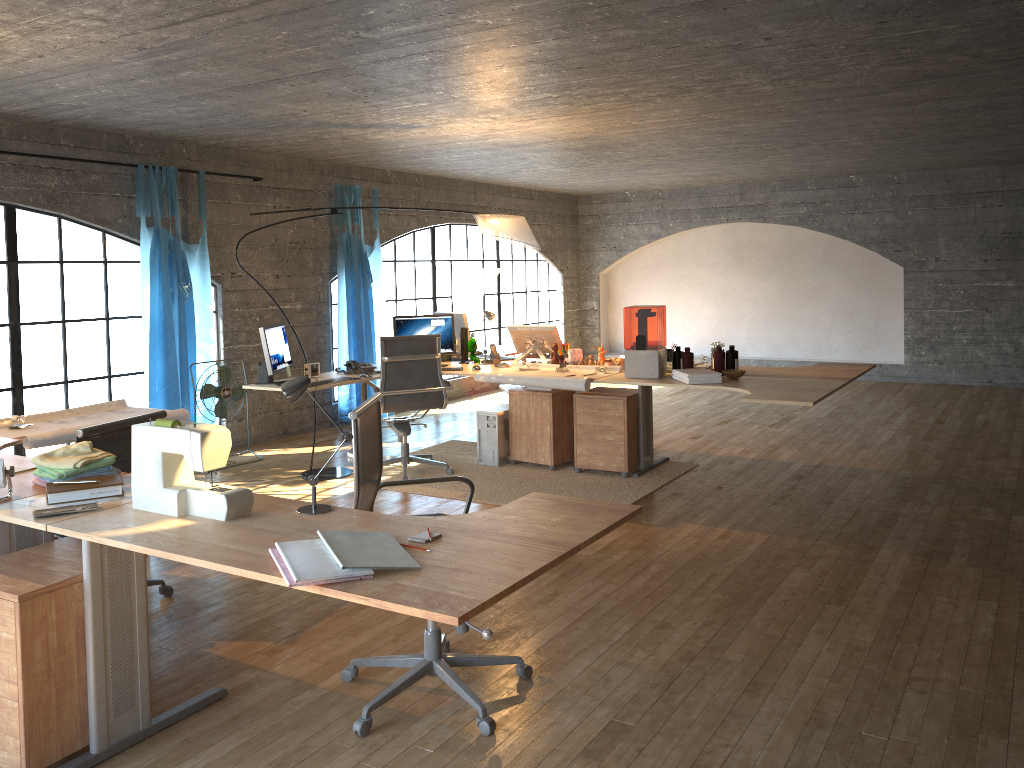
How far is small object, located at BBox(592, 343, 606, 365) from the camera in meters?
→ 6.2 m

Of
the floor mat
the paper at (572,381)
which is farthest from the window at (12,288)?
the paper at (572,381)

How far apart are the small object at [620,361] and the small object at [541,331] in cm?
53

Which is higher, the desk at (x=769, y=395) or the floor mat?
the desk at (x=769, y=395)

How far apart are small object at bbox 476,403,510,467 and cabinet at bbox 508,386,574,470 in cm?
6

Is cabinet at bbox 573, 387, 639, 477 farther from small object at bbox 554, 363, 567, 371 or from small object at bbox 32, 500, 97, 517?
small object at bbox 32, 500, 97, 517

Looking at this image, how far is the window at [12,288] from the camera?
8.09m

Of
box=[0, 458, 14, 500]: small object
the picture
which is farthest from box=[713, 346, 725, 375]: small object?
box=[0, 458, 14, 500]: small object

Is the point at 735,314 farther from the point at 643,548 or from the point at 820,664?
the point at 820,664

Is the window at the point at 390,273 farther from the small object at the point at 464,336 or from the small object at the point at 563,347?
the small object at the point at 563,347
